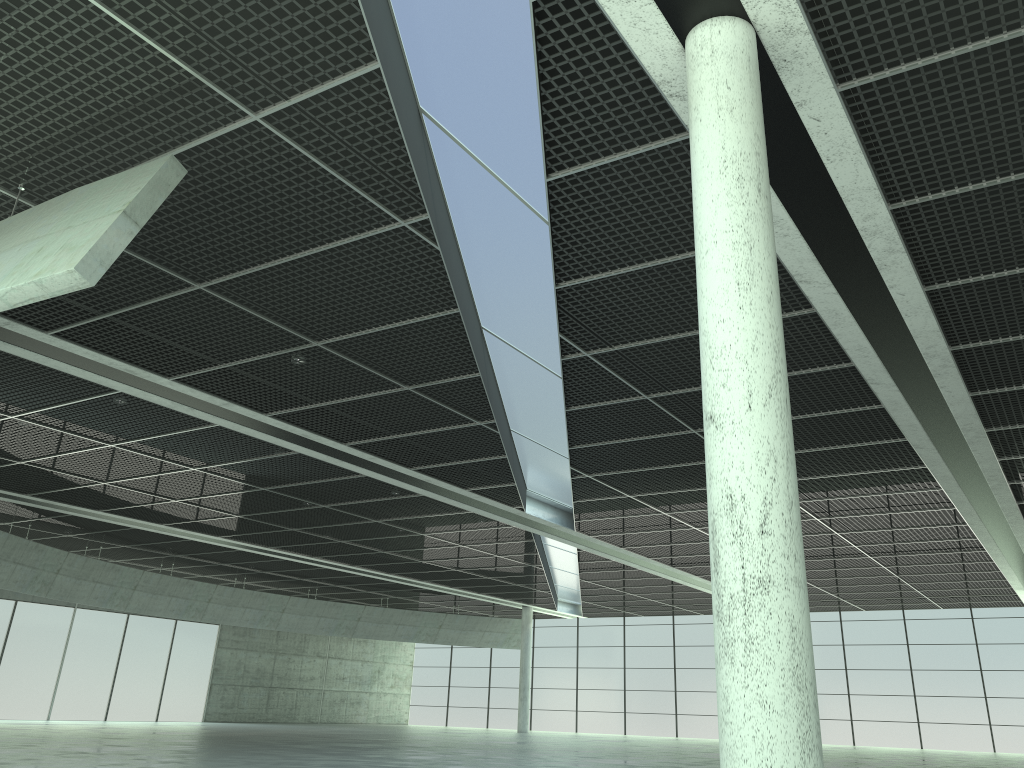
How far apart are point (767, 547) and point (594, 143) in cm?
1033
